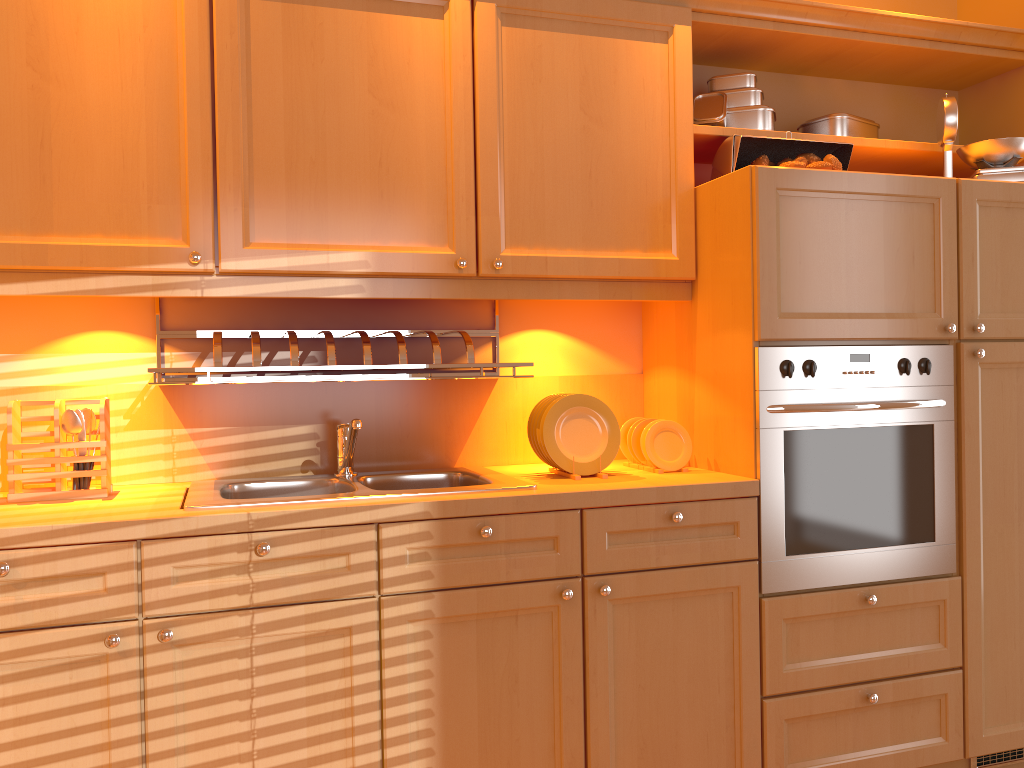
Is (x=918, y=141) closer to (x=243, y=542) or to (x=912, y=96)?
(x=912, y=96)

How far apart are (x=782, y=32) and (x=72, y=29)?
1.79m

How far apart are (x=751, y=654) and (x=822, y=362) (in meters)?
0.71

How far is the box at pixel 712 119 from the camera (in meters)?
2.42

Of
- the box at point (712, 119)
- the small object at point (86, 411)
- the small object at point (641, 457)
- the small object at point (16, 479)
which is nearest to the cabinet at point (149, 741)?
the small object at point (641, 457)

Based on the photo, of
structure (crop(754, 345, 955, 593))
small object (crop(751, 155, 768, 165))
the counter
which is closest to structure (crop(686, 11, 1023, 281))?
small object (crop(751, 155, 768, 165))

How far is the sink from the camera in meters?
1.8 m

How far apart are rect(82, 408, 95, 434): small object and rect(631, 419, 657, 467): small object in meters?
1.3

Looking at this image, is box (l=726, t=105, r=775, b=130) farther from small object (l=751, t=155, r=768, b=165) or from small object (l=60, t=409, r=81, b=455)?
small object (l=60, t=409, r=81, b=455)

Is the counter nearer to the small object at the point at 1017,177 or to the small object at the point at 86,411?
the small object at the point at 86,411
